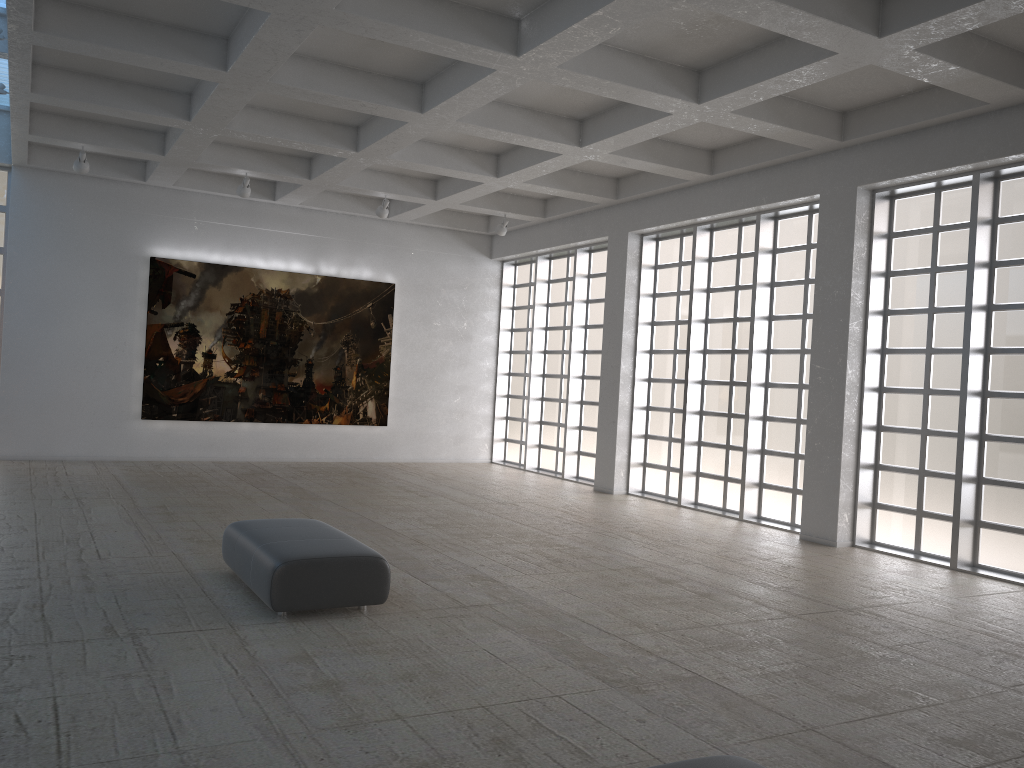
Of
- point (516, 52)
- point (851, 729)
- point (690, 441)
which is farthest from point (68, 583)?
point (690, 441)

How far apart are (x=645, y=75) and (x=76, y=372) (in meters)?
19.59
